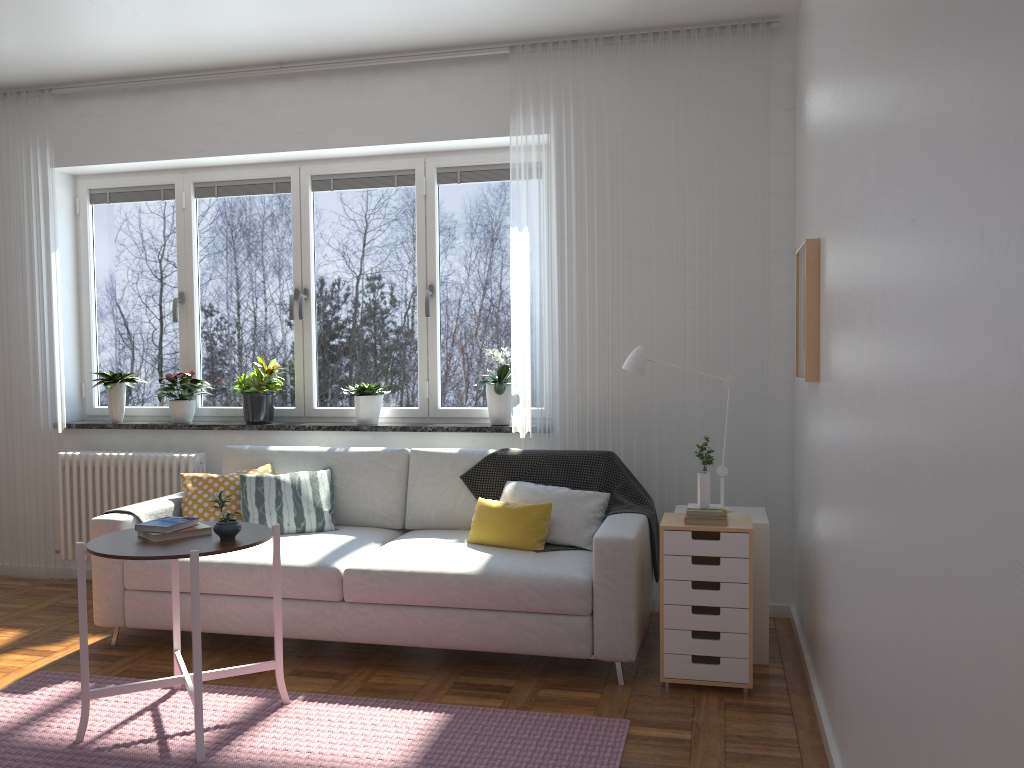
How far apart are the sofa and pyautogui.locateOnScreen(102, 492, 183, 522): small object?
0.03m

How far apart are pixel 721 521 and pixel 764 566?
0.44m

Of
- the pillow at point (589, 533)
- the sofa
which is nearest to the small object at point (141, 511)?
the sofa

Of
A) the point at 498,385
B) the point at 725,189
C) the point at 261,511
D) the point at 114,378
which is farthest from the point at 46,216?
the point at 725,189

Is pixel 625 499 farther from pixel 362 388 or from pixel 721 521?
pixel 362 388

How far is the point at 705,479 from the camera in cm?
348

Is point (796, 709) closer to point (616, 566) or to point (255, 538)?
point (616, 566)

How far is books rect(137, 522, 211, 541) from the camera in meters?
3.1

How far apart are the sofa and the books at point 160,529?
0.6m

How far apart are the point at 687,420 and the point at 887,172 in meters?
2.5
